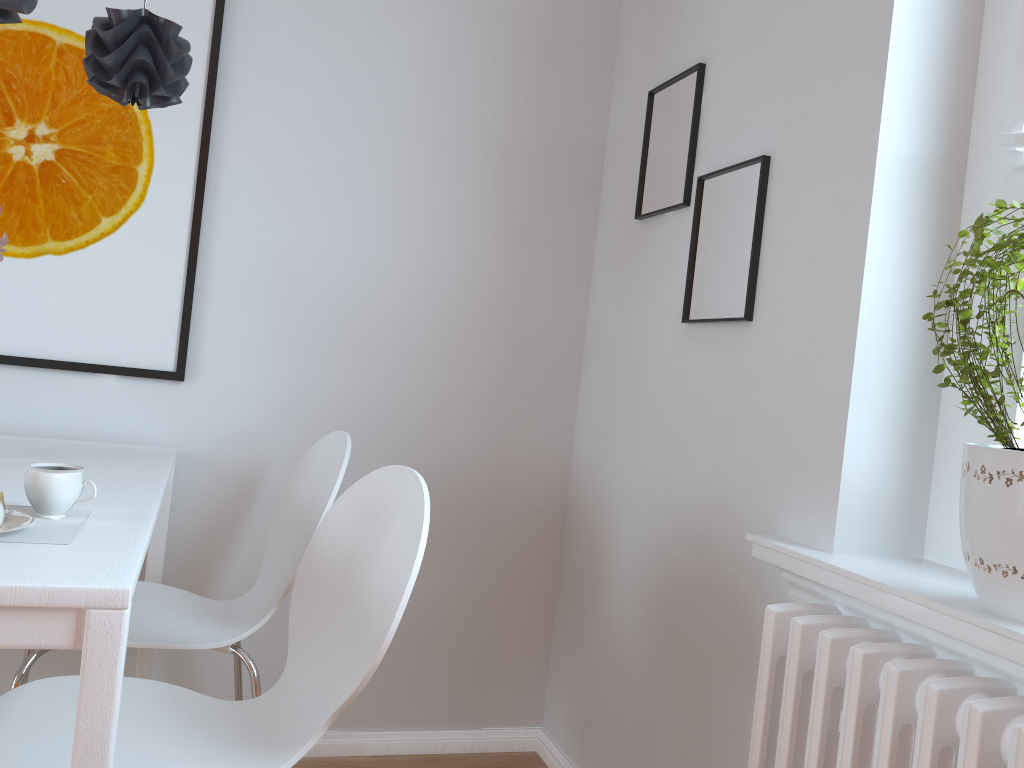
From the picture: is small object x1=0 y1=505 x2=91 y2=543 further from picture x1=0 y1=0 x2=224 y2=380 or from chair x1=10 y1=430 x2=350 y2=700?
picture x1=0 y1=0 x2=224 y2=380

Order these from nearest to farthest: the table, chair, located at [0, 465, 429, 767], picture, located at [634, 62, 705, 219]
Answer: the table < chair, located at [0, 465, 429, 767] < picture, located at [634, 62, 705, 219]

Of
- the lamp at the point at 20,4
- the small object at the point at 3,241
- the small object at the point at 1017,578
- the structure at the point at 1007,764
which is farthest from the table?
the small object at the point at 1017,578

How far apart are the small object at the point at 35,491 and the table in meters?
0.0

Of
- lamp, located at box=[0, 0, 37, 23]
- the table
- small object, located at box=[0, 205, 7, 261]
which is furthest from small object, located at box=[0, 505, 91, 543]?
lamp, located at box=[0, 0, 37, 23]

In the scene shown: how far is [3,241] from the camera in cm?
166

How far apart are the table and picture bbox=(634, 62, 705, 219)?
1.2 meters

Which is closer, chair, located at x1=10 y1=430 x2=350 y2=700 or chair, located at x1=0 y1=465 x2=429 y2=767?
chair, located at x1=0 y1=465 x2=429 y2=767

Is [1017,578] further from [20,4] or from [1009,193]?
[20,4]

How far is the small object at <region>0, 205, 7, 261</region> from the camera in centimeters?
166cm
